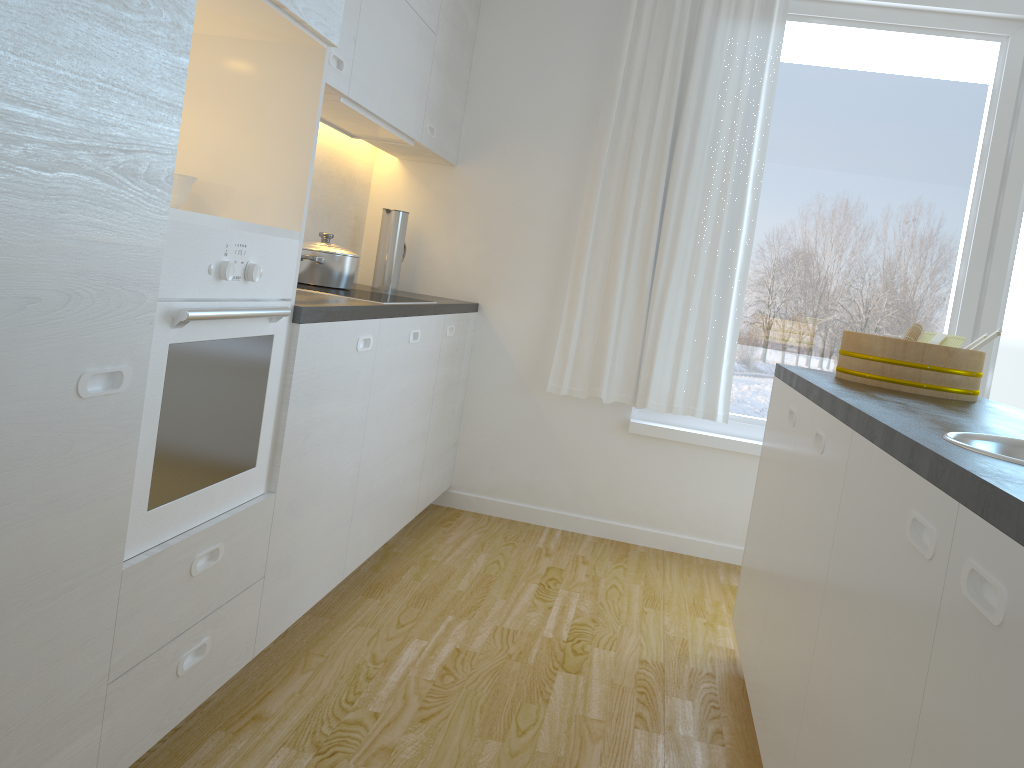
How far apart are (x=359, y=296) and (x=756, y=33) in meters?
2.1 m

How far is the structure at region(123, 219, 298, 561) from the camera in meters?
1.6

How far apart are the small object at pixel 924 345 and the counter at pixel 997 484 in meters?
0.0 m

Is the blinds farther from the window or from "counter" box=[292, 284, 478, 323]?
"counter" box=[292, 284, 478, 323]

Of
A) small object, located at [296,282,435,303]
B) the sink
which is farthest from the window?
the sink

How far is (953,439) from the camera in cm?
132

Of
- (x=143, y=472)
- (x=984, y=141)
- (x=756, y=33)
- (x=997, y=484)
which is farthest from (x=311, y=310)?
(x=984, y=141)

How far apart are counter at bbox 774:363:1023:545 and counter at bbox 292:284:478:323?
1.20m

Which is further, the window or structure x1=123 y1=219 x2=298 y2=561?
the window

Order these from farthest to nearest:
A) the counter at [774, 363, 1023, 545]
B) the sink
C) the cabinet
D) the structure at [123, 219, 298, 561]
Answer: the structure at [123, 219, 298, 561], the sink, the cabinet, the counter at [774, 363, 1023, 545]
